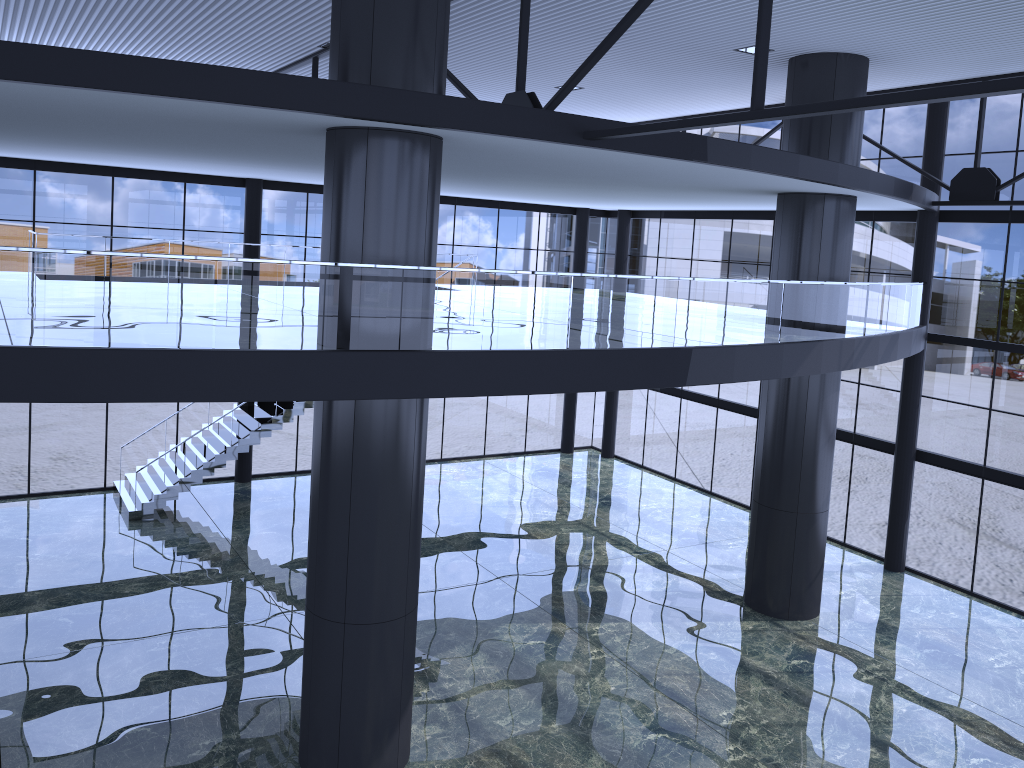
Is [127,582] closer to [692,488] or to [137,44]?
[137,44]
